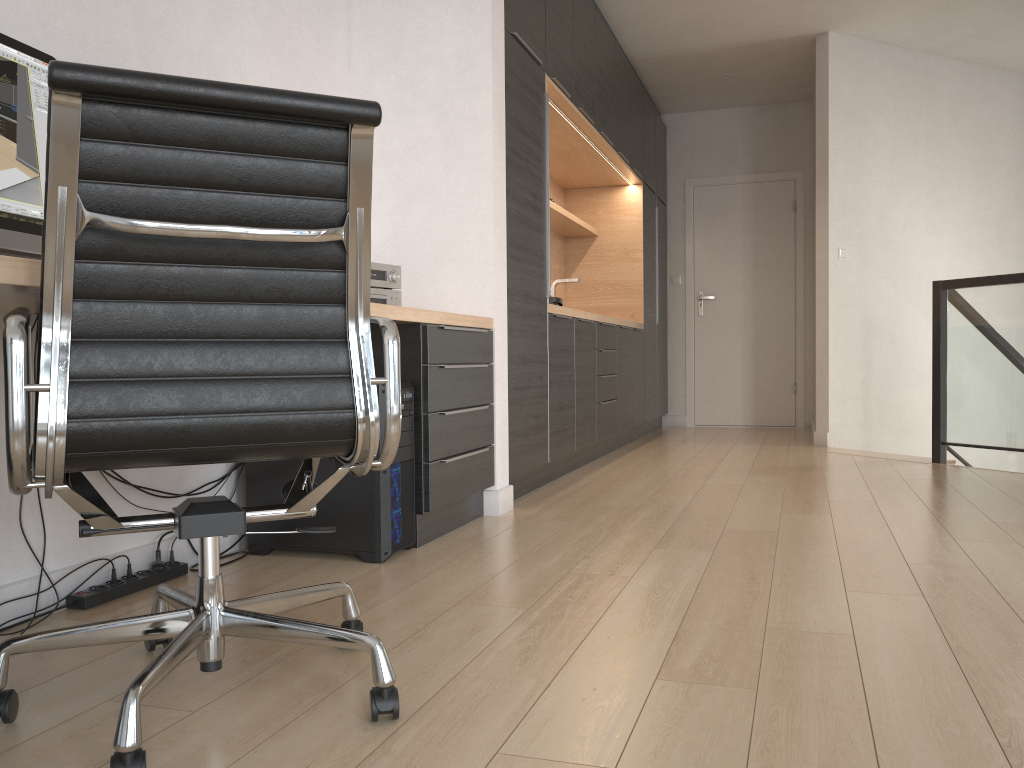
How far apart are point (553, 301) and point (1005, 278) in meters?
A: 2.3

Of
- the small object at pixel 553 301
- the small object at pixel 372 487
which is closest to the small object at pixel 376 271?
the small object at pixel 372 487

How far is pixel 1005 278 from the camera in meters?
4.5

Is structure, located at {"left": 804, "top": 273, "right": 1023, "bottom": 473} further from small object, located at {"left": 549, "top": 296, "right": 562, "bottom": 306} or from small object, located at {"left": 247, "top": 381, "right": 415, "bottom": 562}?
small object, located at {"left": 247, "top": 381, "right": 415, "bottom": 562}

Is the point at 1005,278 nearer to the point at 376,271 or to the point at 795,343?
the point at 795,343

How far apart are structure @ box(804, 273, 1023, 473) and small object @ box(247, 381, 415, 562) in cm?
333

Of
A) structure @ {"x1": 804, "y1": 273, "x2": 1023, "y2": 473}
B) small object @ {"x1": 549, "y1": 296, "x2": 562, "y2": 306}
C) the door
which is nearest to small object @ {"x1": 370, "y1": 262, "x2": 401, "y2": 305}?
small object @ {"x1": 549, "y1": 296, "x2": 562, "y2": 306}

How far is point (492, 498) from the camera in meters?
3.4

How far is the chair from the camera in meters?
1.2

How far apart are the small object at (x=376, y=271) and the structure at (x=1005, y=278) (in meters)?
3.23
